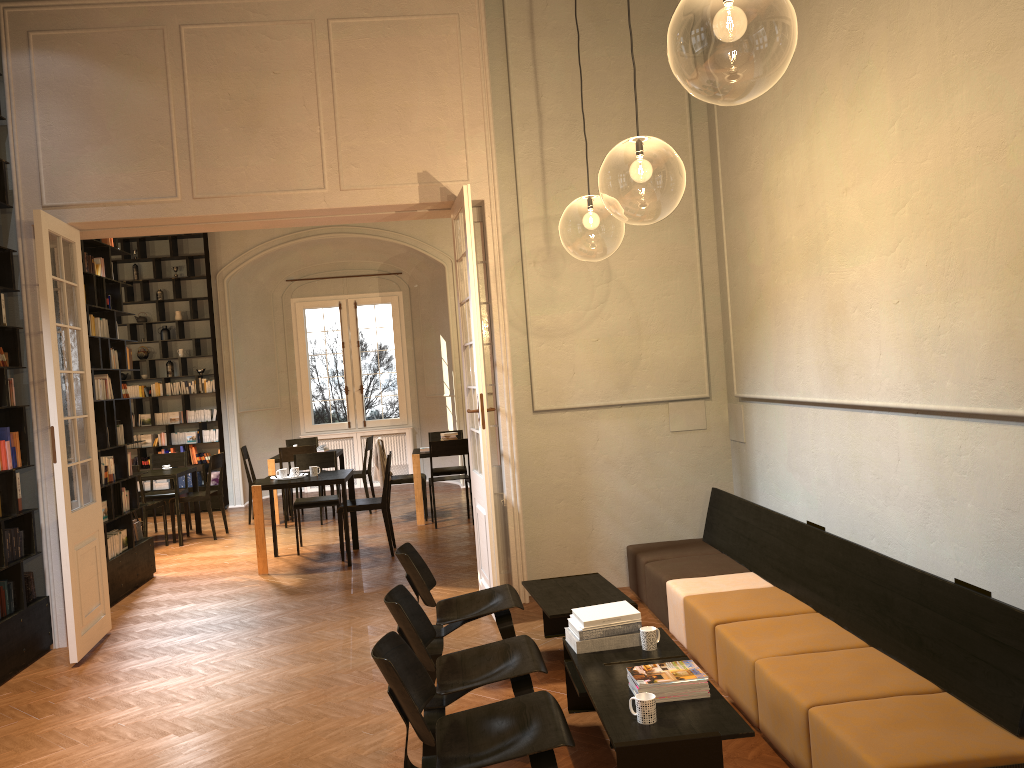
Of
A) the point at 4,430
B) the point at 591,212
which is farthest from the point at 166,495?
the point at 591,212

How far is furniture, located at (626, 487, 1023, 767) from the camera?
3.3 meters

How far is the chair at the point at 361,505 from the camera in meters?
9.3 m

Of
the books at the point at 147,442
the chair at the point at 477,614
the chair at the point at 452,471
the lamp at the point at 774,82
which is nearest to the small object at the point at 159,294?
the books at the point at 147,442

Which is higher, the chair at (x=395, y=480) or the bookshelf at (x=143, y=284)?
the bookshelf at (x=143, y=284)

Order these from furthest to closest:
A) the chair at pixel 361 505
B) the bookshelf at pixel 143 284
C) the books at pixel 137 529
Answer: the bookshelf at pixel 143 284 < the chair at pixel 361 505 < the books at pixel 137 529

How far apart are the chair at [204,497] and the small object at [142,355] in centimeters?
340cm

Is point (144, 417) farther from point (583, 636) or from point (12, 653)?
point (583, 636)

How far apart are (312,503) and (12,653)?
3.9 meters

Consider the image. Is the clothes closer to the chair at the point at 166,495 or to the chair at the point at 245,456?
the chair at the point at 245,456
